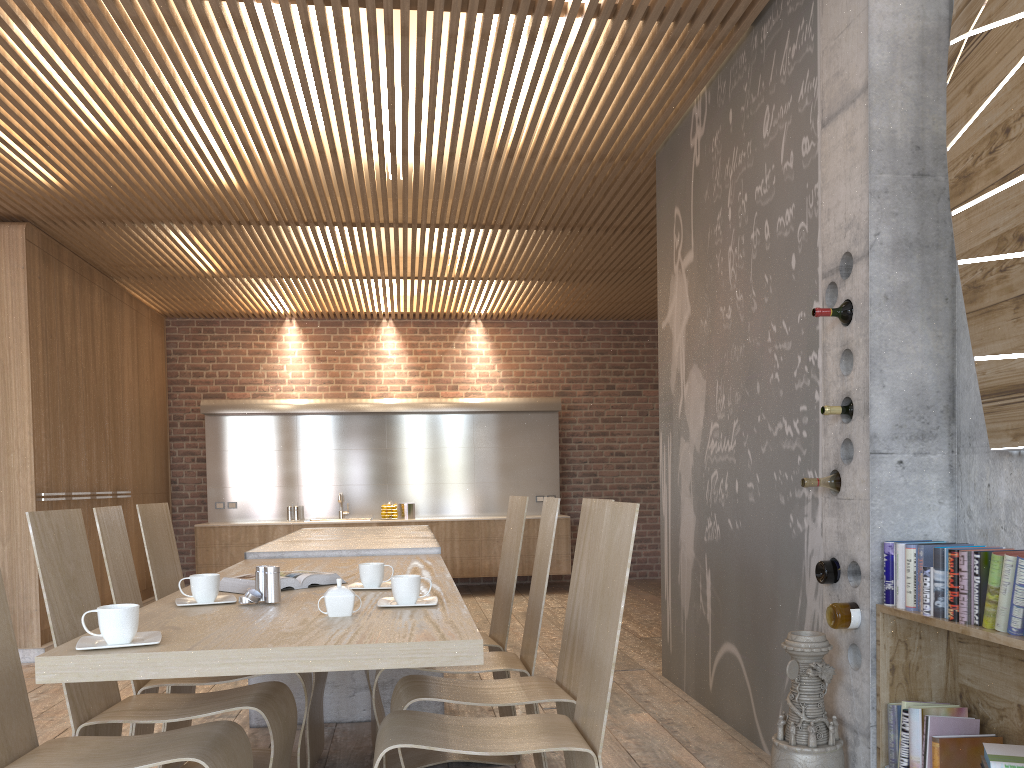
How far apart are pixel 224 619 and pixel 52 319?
5.52m

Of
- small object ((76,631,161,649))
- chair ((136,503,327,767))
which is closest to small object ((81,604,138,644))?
small object ((76,631,161,649))

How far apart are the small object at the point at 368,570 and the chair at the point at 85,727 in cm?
Result: 42

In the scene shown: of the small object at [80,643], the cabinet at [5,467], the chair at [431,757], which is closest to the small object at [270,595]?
the small object at [80,643]

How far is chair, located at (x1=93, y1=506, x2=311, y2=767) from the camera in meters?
3.1 m

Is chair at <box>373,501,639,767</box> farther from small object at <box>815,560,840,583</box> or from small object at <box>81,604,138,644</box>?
small object at <box>815,560,840,583</box>

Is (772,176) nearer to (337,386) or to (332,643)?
(332,643)

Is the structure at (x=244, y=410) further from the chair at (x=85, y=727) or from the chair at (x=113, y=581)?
the chair at (x=85, y=727)

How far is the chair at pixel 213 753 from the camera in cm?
218

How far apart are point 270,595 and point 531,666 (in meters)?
1.07
